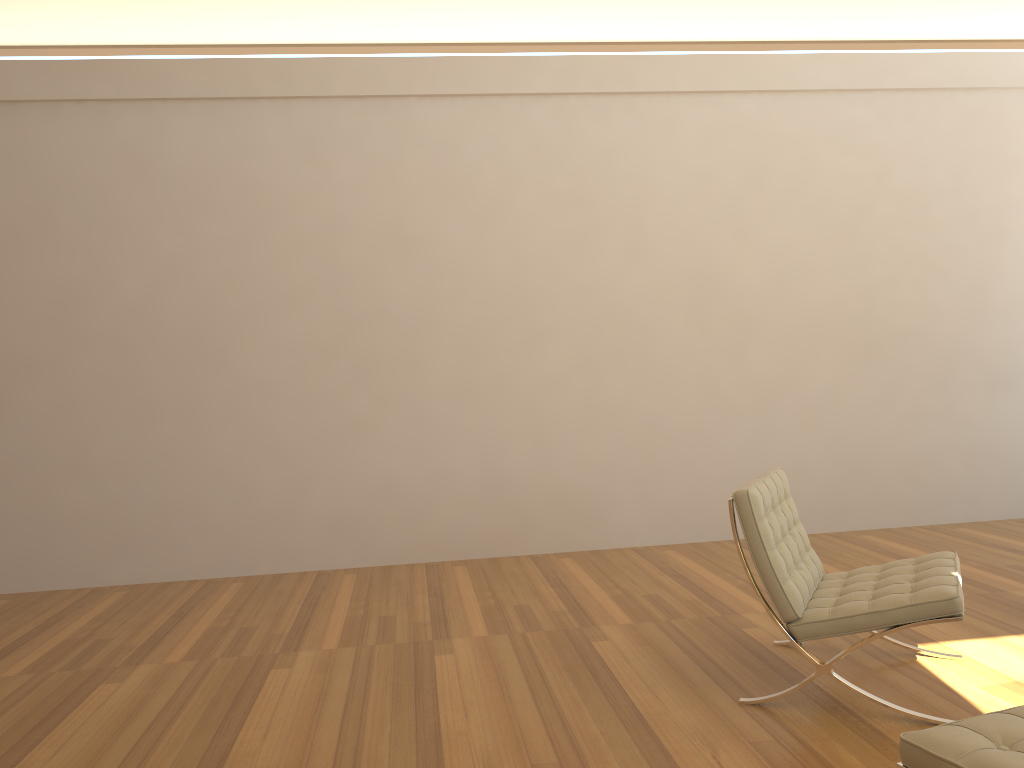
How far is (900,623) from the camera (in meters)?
2.92

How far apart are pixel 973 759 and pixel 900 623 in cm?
119

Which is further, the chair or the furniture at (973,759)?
the chair

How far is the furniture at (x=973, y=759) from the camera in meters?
1.8 m

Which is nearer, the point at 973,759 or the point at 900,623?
the point at 973,759

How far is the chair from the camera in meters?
2.9 m

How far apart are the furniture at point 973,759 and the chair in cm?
88

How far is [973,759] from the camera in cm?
178

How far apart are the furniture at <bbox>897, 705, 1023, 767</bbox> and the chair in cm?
88
